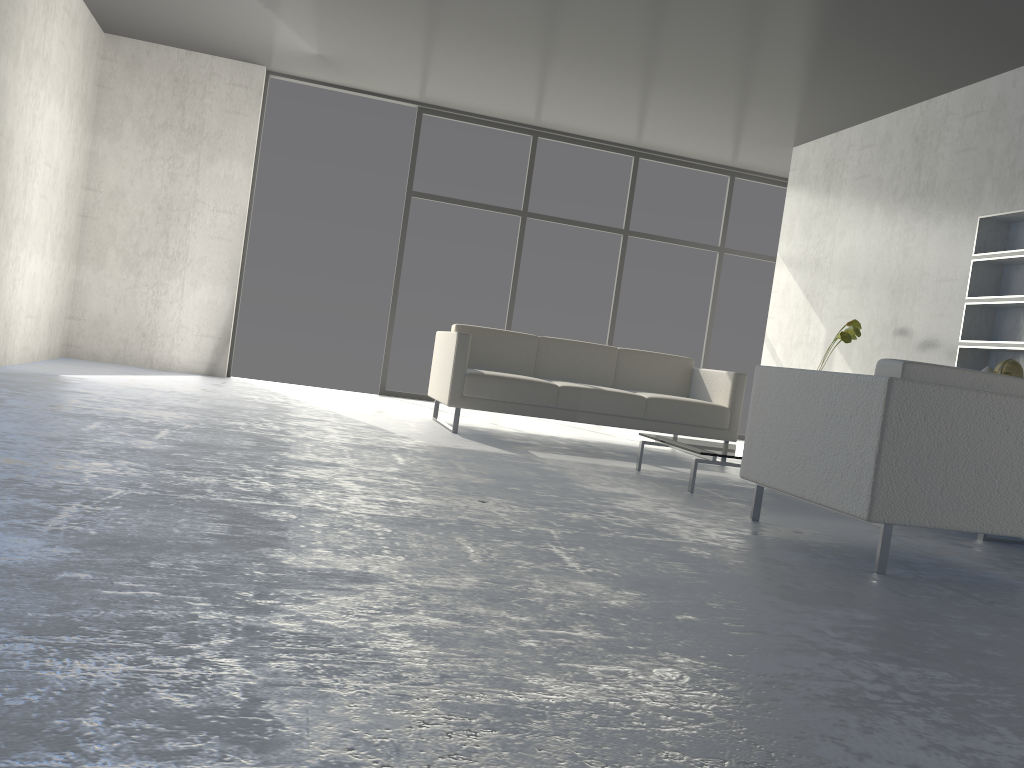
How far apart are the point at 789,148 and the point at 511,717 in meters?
6.9 m

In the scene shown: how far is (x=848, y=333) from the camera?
5.58m

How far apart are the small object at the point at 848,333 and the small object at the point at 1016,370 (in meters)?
0.88

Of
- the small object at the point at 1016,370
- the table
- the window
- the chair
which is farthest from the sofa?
the chair

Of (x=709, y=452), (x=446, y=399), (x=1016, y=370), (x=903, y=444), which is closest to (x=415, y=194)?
(x=446, y=399)

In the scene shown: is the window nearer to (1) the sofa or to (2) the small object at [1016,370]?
(1) the sofa

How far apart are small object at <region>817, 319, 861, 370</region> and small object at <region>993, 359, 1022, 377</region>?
0.88m

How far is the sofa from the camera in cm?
522

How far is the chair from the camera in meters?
2.7 m

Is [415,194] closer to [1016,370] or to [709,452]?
[709,452]
